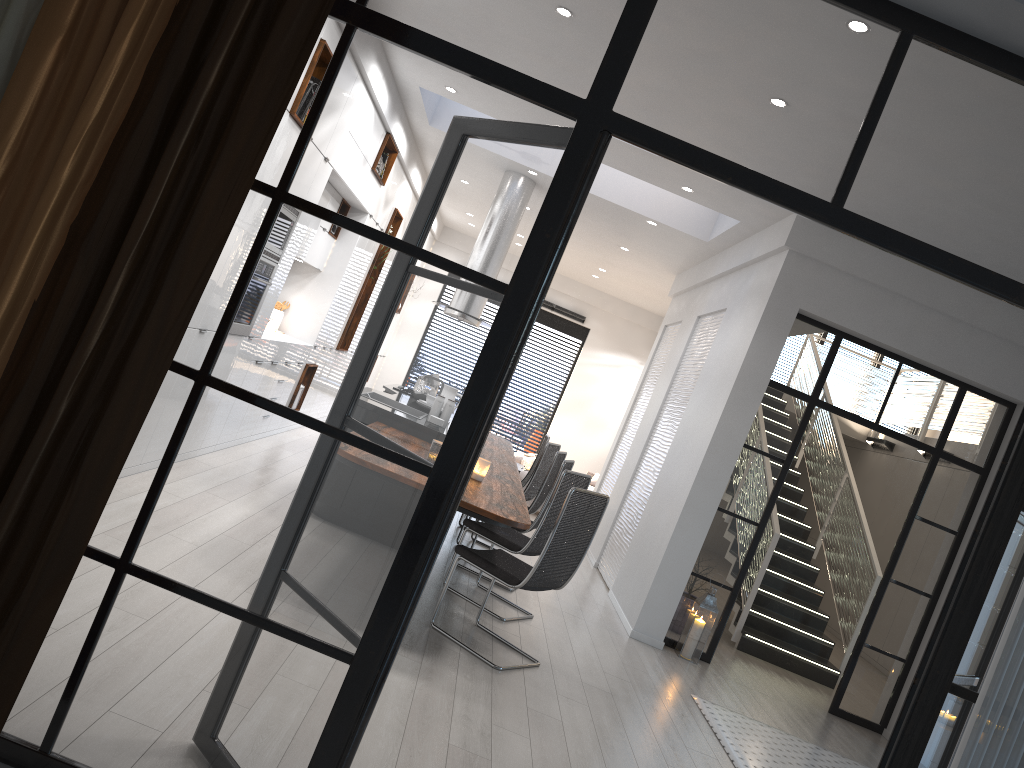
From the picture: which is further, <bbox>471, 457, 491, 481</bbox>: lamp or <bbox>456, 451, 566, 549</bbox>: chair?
<bbox>456, 451, 566, 549</bbox>: chair

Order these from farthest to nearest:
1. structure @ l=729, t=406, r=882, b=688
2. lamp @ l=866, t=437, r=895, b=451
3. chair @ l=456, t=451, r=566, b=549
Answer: lamp @ l=866, t=437, r=895, b=451 → structure @ l=729, t=406, r=882, b=688 → chair @ l=456, t=451, r=566, b=549

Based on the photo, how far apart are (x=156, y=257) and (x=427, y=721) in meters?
2.4

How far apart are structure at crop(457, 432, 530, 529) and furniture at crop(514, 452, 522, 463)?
3.93m

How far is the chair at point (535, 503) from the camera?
7.2m

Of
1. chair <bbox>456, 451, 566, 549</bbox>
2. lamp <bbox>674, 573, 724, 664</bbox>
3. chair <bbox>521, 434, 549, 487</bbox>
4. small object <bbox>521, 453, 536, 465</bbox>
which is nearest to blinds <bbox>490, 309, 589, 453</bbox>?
small object <bbox>521, 453, 536, 465</bbox>

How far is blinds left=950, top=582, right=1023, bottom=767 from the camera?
2.1 meters

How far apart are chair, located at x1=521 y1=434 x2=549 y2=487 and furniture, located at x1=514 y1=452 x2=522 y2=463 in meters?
3.7

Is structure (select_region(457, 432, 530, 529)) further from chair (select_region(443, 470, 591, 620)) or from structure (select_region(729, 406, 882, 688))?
structure (select_region(729, 406, 882, 688))

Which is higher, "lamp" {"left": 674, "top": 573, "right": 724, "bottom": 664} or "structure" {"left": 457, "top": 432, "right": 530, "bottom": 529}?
"structure" {"left": 457, "top": 432, "right": 530, "bottom": 529}
